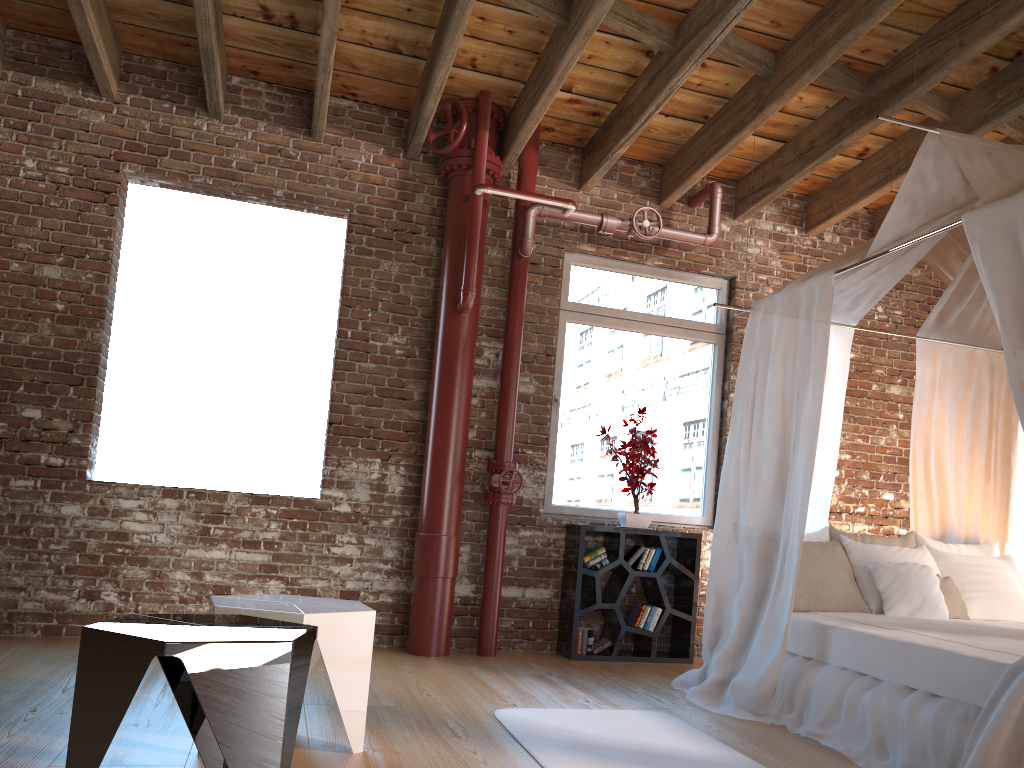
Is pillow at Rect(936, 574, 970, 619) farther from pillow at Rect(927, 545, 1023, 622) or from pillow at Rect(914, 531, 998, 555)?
pillow at Rect(914, 531, 998, 555)

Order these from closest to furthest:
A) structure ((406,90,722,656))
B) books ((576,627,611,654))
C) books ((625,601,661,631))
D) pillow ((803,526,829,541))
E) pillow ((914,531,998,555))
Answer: pillow ((803,526,829,541))
pillow ((914,531,998,555))
structure ((406,90,722,656))
books ((576,627,611,654))
books ((625,601,661,631))

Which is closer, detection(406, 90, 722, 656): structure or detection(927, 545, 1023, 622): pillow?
detection(927, 545, 1023, 622): pillow

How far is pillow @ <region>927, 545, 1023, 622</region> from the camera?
4.6 meters

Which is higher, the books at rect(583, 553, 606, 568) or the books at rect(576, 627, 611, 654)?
the books at rect(583, 553, 606, 568)

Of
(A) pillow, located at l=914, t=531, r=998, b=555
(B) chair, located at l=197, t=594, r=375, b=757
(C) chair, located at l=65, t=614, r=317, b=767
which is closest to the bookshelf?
(A) pillow, located at l=914, t=531, r=998, b=555

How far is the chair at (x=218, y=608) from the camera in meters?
2.9

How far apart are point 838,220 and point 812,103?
1.2m

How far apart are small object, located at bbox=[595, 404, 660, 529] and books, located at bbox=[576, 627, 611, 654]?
0.7m

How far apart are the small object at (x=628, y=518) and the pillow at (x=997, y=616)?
1.6 meters
